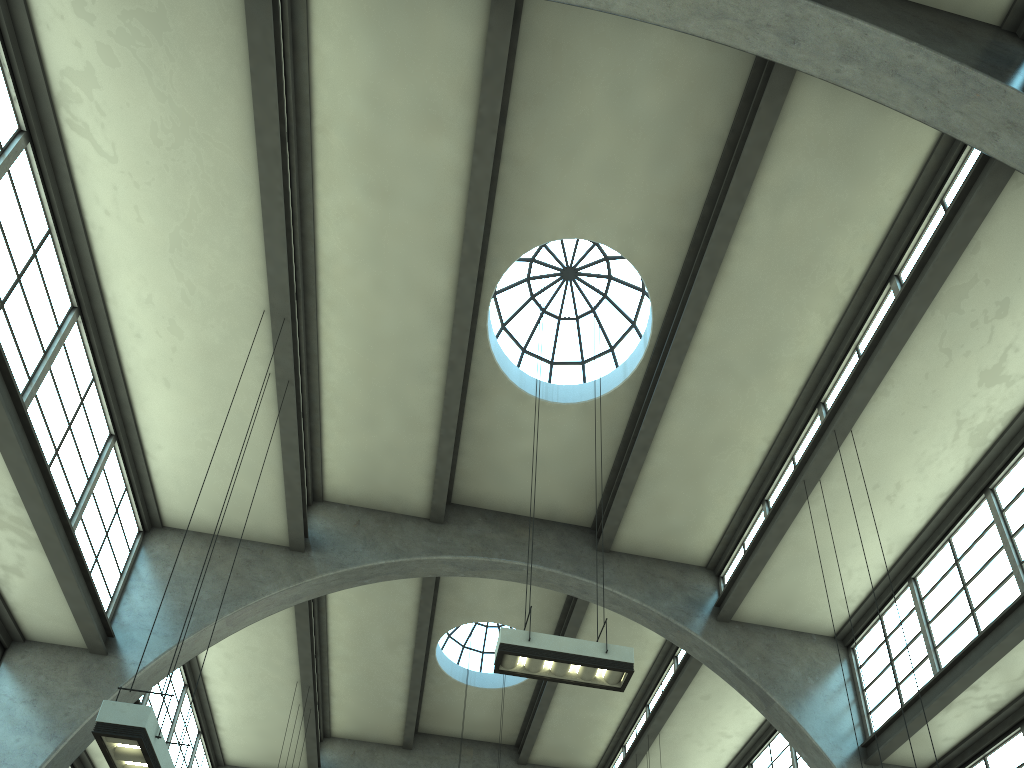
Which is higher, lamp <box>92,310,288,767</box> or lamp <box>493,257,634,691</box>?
lamp <box>493,257,634,691</box>

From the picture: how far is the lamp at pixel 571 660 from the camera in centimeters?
826cm

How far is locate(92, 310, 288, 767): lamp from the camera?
6.2 meters

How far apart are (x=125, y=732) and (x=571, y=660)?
4.2 meters

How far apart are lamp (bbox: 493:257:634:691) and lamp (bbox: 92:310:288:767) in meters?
3.2 m

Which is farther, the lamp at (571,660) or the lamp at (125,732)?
the lamp at (571,660)

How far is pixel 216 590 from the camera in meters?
12.9 m

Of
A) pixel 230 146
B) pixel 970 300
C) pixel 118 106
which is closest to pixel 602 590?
pixel 970 300

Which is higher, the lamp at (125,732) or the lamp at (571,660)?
the lamp at (571,660)

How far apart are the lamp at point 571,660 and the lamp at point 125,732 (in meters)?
3.18
